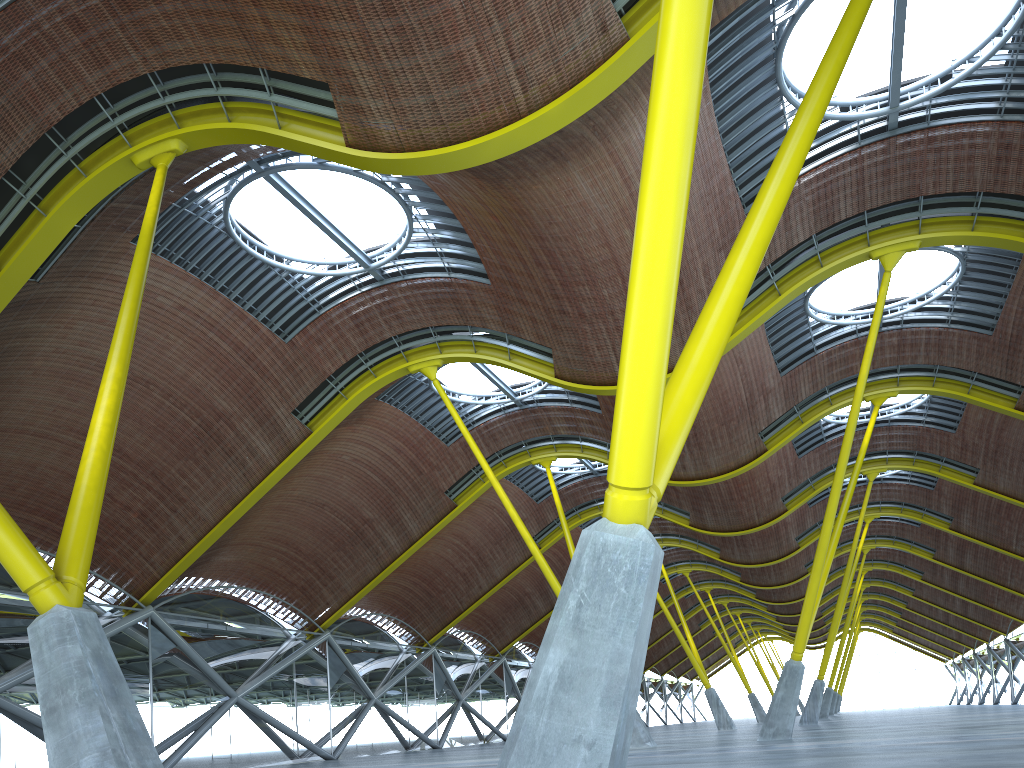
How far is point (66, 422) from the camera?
25.5m

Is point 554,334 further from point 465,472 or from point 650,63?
point 465,472

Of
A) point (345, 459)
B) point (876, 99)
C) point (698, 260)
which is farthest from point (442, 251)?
point (876, 99)
